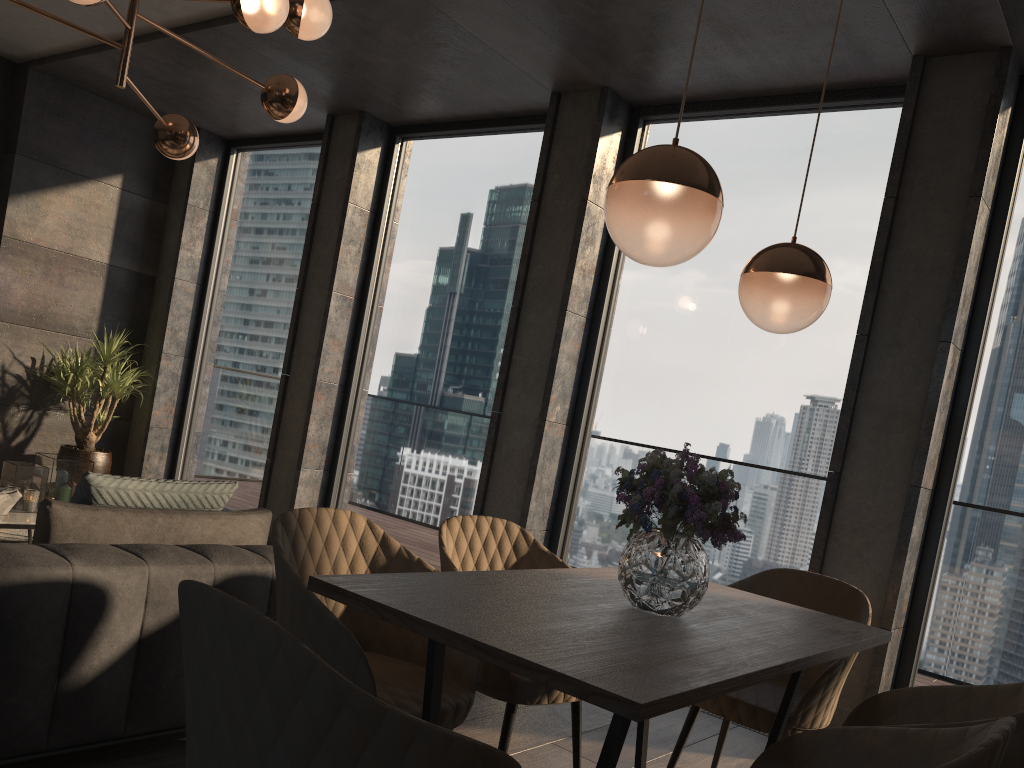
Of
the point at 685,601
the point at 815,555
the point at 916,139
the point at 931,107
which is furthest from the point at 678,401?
the point at 685,601

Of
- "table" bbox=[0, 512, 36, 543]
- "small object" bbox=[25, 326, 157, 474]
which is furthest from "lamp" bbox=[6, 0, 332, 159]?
"small object" bbox=[25, 326, 157, 474]

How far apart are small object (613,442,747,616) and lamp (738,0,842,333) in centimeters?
46cm

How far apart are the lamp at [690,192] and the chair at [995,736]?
1.0 meters

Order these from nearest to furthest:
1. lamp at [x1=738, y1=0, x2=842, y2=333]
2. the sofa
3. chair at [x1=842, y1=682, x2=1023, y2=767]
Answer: chair at [x1=842, y1=682, x2=1023, y2=767] → the sofa → lamp at [x1=738, y1=0, x2=842, y2=333]

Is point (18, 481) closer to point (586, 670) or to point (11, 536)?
point (11, 536)

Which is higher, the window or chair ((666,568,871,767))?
the window

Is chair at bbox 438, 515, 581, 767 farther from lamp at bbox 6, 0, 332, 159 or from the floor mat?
the floor mat

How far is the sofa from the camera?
2.2 meters

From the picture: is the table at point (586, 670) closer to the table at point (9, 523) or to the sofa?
the sofa
